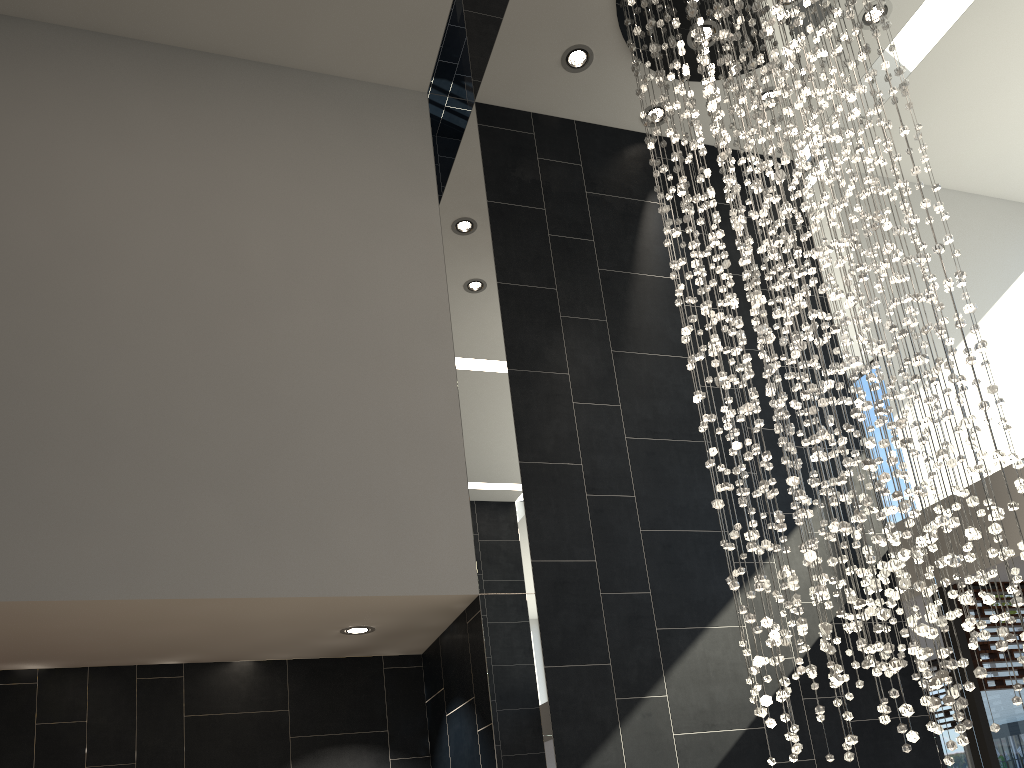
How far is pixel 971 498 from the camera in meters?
3.3

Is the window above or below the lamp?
below

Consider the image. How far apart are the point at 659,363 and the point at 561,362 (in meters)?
0.65

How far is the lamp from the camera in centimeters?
332cm

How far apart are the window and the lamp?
1.19m

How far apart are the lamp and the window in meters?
1.2 m

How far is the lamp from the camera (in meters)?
3.32

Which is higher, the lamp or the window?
the lamp

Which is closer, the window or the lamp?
the lamp
